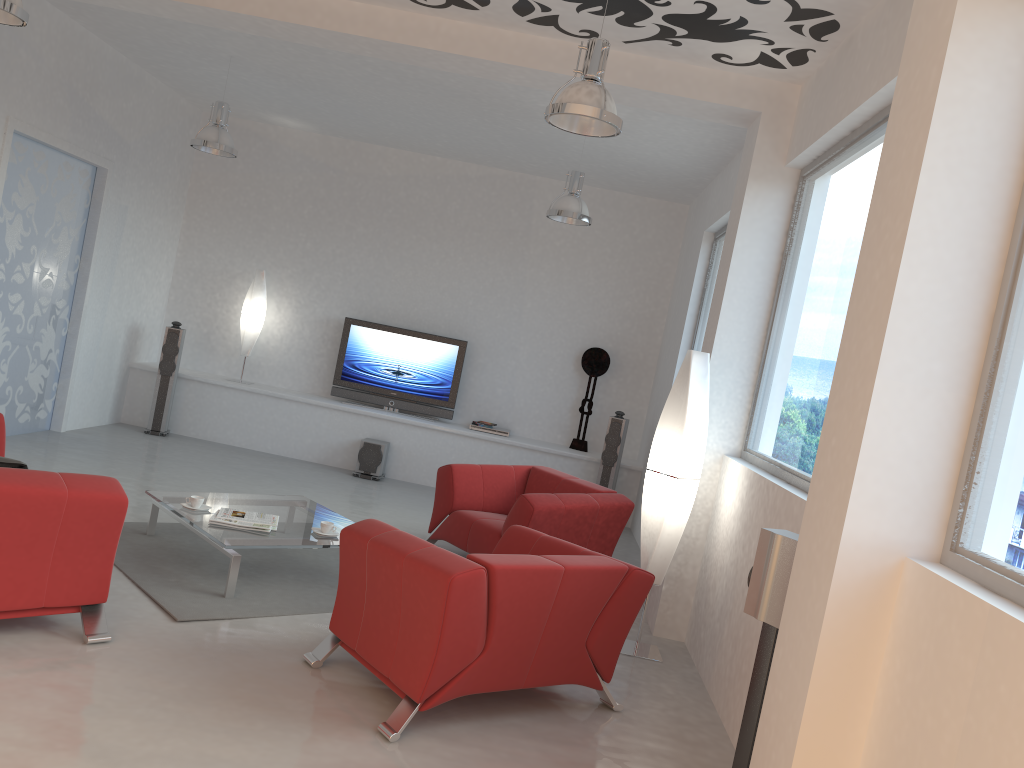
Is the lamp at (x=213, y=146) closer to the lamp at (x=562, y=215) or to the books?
the lamp at (x=562, y=215)

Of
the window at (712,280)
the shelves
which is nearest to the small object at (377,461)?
the shelves

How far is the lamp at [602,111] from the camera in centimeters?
411cm

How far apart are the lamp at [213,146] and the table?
3.1 meters

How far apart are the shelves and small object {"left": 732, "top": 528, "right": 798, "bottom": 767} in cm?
586

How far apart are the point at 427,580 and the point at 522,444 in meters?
5.7 m

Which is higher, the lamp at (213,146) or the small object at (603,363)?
the lamp at (213,146)

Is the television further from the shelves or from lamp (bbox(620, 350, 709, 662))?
lamp (bbox(620, 350, 709, 662))

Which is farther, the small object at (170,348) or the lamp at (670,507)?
the small object at (170,348)

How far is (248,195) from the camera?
9.9 meters
